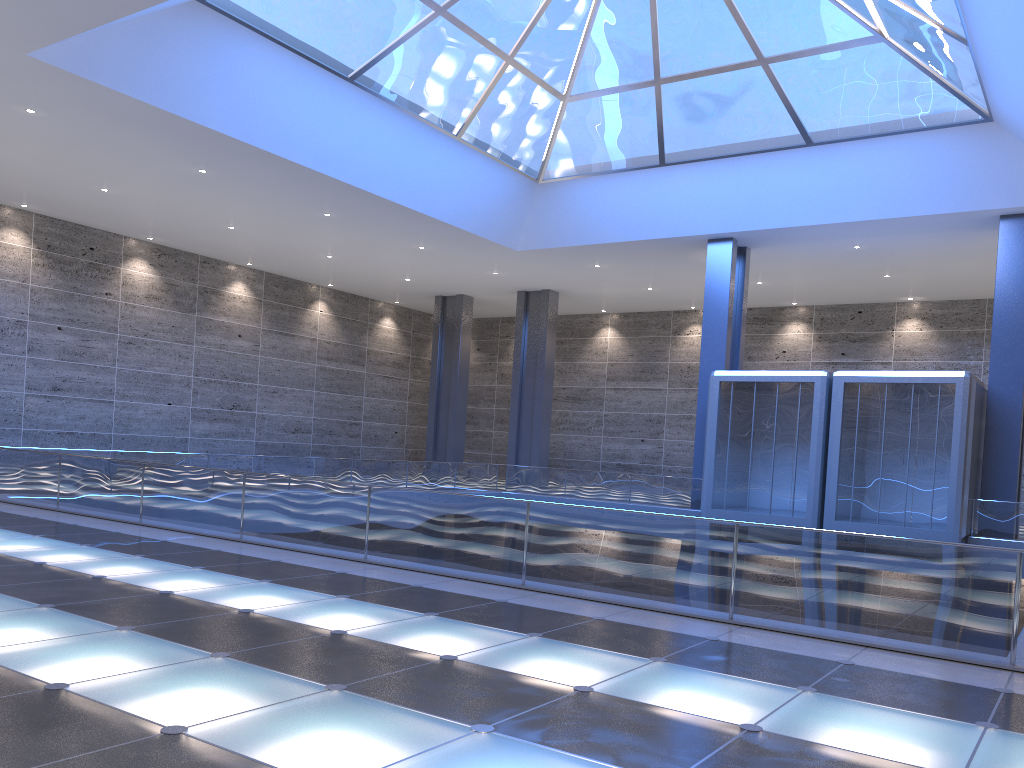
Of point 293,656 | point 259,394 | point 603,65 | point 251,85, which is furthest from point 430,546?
point 259,394

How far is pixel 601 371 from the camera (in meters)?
46.91
